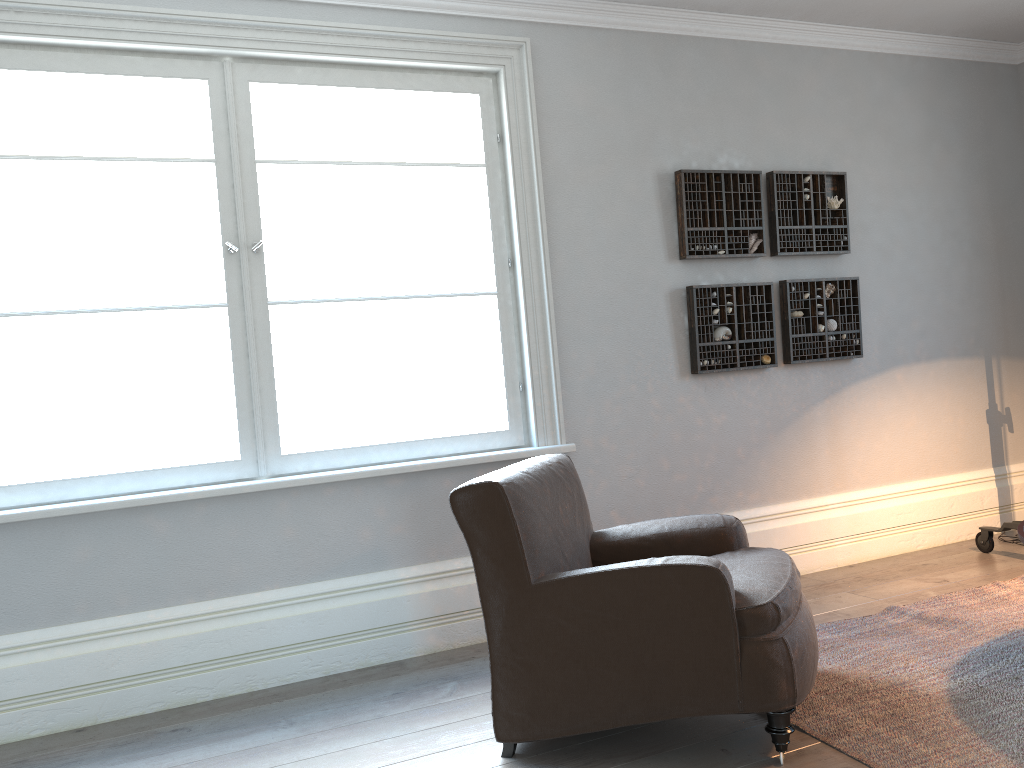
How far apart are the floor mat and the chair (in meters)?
0.16

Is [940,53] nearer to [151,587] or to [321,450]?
[321,450]

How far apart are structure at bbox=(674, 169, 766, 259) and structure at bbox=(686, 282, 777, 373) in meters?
0.2 m

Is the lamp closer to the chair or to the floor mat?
the floor mat

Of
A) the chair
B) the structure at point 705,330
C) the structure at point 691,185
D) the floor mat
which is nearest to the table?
the floor mat

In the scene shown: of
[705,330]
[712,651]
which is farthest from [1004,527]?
[712,651]

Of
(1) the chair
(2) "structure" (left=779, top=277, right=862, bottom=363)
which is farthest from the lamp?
(1) the chair

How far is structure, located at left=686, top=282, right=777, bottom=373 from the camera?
4.14m

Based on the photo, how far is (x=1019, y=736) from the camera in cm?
234

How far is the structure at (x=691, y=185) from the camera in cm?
414
